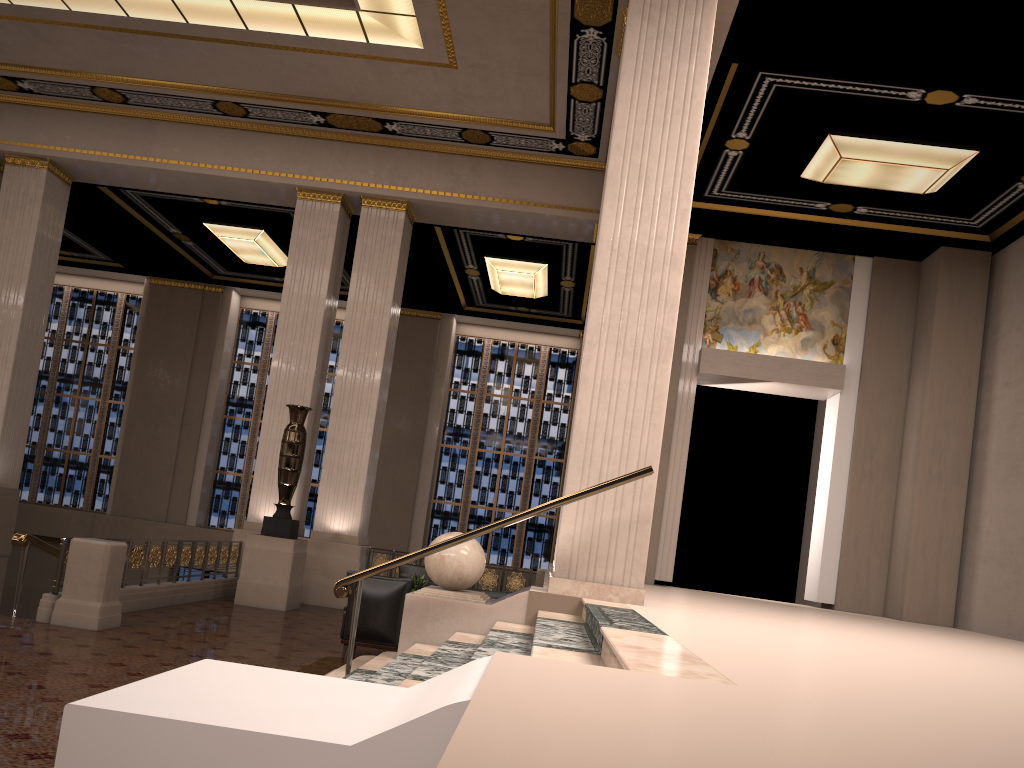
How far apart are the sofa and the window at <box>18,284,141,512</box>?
13.7 meters

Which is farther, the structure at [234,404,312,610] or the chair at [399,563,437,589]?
the chair at [399,563,437,589]

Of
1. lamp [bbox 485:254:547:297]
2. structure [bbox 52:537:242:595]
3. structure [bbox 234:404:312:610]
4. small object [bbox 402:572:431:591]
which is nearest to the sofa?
small object [bbox 402:572:431:591]

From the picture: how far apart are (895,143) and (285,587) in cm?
937

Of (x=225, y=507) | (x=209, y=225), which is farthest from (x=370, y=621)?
(x=225, y=507)

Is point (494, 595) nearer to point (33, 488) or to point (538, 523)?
point (538, 523)

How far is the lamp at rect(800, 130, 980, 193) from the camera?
10.4 meters

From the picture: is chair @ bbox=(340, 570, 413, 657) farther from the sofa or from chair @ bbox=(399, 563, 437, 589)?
chair @ bbox=(399, 563, 437, 589)

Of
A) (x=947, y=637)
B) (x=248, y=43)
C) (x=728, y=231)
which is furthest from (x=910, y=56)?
(x=248, y=43)

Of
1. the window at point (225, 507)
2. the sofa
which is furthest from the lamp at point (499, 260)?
the sofa
